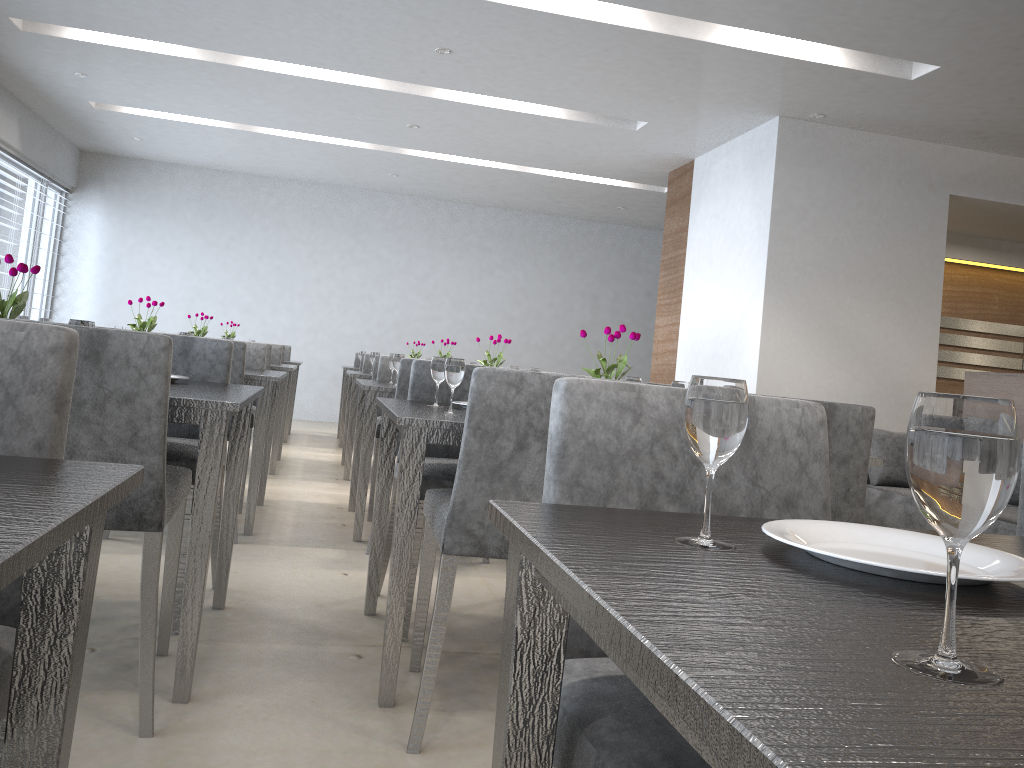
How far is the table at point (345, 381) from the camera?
7.0m

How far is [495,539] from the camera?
1.80m

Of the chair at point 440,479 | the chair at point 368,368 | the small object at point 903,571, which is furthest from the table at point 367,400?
the small object at point 903,571

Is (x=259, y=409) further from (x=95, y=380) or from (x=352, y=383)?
(x=95, y=380)

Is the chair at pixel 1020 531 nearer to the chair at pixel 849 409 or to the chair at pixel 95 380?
the chair at pixel 849 409

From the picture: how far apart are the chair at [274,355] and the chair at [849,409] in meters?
4.7

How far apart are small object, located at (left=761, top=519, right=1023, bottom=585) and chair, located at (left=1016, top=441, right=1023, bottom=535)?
0.6 meters

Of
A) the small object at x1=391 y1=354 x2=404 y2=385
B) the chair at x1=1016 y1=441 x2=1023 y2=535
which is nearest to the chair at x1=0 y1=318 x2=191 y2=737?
the chair at x1=1016 y1=441 x2=1023 y2=535

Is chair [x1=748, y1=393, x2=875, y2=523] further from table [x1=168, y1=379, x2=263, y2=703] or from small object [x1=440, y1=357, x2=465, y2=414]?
table [x1=168, y1=379, x2=263, y2=703]

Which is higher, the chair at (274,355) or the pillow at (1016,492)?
the chair at (274,355)
